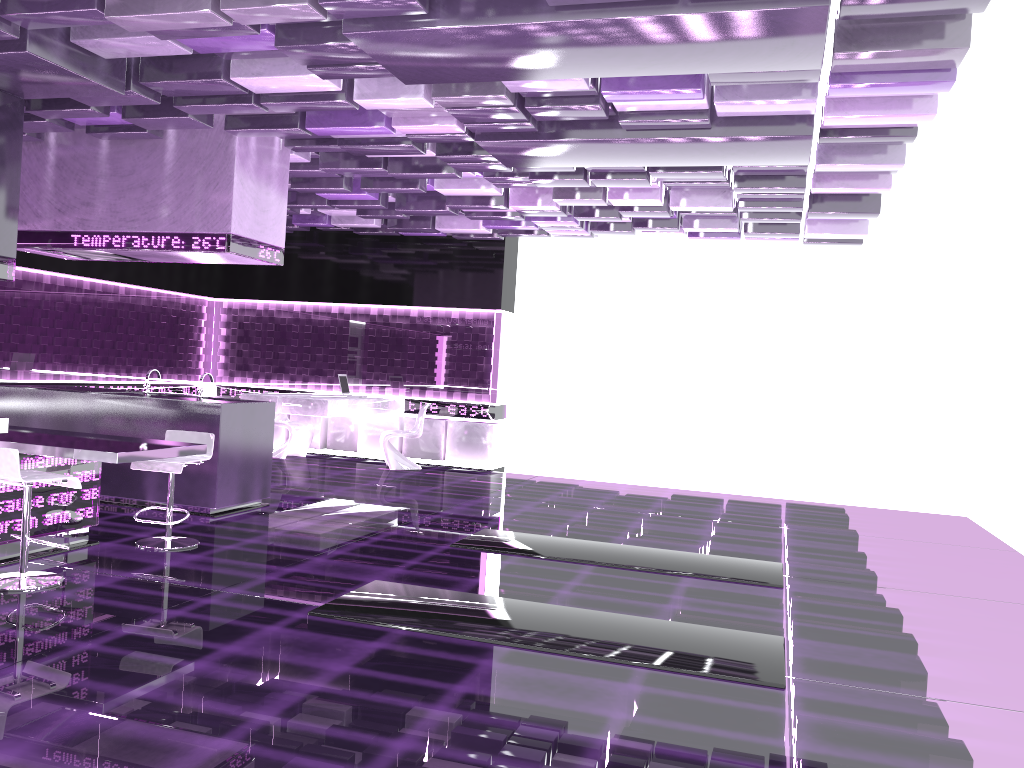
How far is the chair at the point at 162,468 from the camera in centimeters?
580cm

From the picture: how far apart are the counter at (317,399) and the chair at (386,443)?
0.3 meters

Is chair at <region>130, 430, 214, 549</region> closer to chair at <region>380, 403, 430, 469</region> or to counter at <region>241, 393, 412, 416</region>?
counter at <region>241, 393, 412, 416</region>

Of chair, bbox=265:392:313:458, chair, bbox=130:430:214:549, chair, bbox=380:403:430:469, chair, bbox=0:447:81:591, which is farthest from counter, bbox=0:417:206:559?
chair, bbox=265:392:313:458

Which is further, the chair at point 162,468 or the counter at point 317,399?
the counter at point 317,399

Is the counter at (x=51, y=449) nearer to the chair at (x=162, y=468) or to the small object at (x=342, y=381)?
the chair at (x=162, y=468)

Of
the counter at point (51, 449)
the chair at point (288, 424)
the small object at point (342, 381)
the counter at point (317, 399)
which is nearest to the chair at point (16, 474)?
the counter at point (51, 449)

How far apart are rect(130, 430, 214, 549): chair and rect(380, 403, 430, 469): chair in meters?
4.9

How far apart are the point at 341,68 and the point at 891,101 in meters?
3.3 m

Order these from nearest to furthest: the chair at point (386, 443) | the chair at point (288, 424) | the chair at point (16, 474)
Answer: the chair at point (16, 474) < the chair at point (386, 443) < the chair at point (288, 424)
